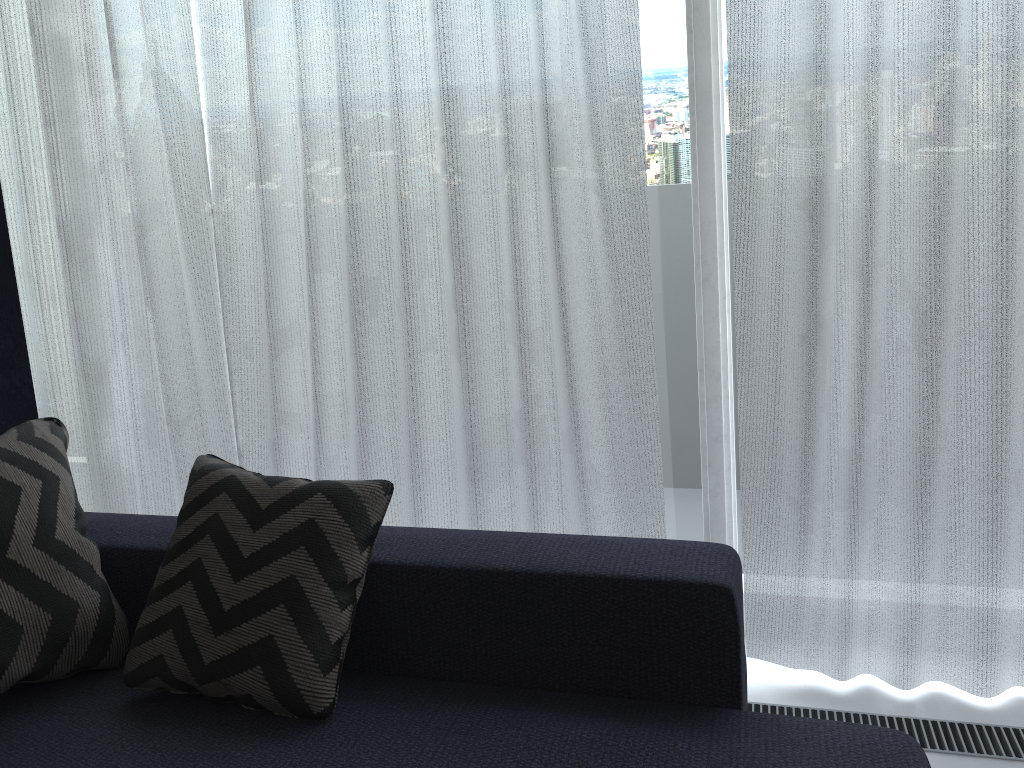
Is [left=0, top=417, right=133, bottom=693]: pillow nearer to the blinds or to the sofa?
the sofa

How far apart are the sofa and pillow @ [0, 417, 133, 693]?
0.0 meters

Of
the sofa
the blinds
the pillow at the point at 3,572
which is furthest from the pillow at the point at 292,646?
the blinds

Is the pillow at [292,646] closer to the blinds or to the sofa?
the sofa

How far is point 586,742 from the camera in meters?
1.3 m

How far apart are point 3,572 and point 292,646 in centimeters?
53cm

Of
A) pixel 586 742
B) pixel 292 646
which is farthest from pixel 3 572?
pixel 586 742

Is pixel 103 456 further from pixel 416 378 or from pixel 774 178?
pixel 774 178

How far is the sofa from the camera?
1.3 meters

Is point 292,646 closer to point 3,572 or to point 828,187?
point 3,572
